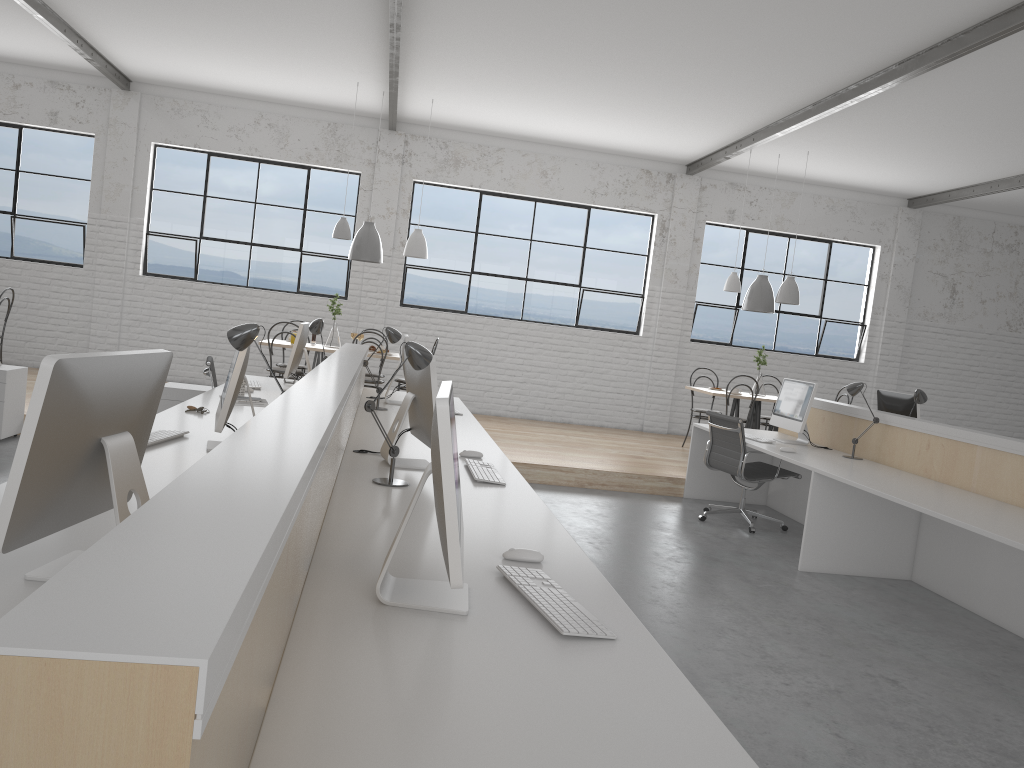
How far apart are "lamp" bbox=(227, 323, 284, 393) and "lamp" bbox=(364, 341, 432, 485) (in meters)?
0.42

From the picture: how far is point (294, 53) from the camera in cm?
614

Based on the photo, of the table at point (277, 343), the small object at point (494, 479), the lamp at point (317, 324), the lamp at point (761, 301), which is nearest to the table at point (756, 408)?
the lamp at point (761, 301)

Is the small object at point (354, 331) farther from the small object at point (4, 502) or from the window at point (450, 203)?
the small object at point (4, 502)

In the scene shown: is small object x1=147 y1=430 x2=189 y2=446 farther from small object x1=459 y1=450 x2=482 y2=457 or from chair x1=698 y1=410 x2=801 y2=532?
chair x1=698 y1=410 x2=801 y2=532

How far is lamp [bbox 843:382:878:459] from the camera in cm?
472

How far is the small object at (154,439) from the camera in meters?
2.7 m

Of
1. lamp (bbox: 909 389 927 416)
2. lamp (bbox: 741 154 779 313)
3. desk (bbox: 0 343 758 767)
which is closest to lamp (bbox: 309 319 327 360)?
desk (bbox: 0 343 758 767)

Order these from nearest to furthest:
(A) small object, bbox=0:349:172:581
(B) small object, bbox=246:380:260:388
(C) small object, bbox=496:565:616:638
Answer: (A) small object, bbox=0:349:172:581 → (C) small object, bbox=496:565:616:638 → (B) small object, bbox=246:380:260:388

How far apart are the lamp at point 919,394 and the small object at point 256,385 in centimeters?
352cm
